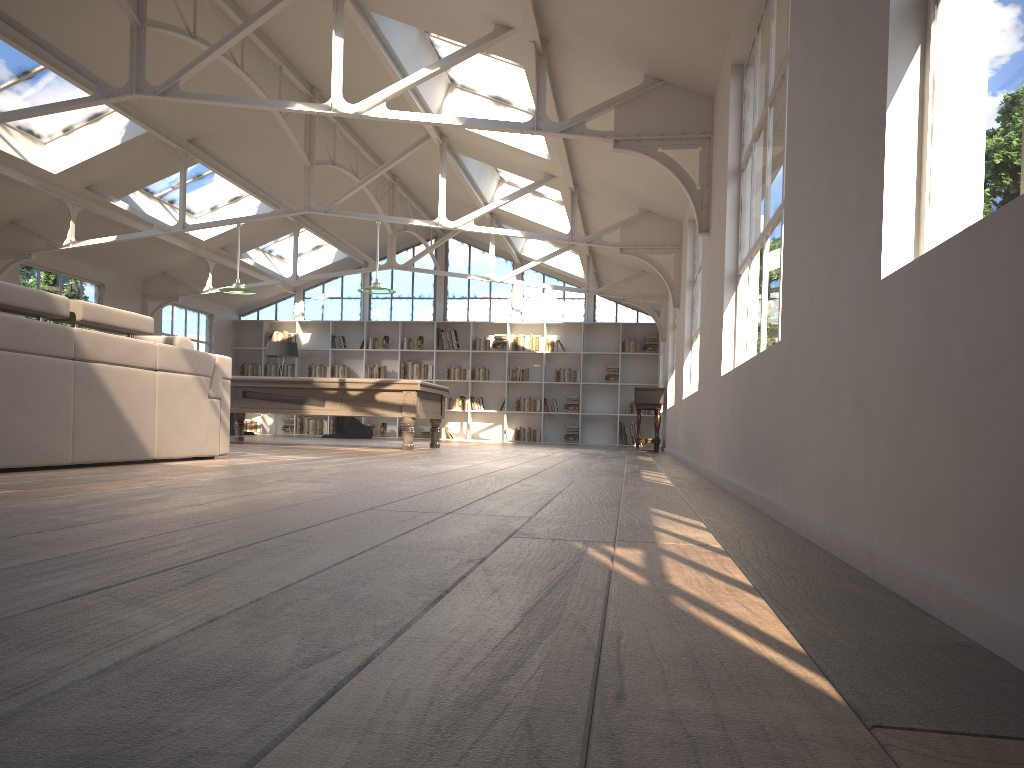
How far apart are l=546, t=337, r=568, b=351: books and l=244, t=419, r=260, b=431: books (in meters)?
6.11

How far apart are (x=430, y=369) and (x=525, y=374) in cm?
188

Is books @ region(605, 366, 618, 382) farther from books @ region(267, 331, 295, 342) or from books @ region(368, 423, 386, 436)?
books @ region(267, 331, 295, 342)

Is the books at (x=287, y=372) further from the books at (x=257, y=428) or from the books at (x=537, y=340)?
the books at (x=537, y=340)

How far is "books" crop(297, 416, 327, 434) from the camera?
17.65m

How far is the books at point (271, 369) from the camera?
17.9m

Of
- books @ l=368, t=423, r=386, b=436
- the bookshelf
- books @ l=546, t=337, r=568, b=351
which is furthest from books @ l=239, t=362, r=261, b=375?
books @ l=546, t=337, r=568, b=351

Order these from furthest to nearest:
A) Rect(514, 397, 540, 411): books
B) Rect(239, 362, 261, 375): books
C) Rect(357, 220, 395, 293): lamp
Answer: Rect(239, 362, 261, 375): books, Rect(514, 397, 540, 411): books, Rect(357, 220, 395, 293): lamp

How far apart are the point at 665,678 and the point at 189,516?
1.78m

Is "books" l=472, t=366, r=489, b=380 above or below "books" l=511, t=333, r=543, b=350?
below
